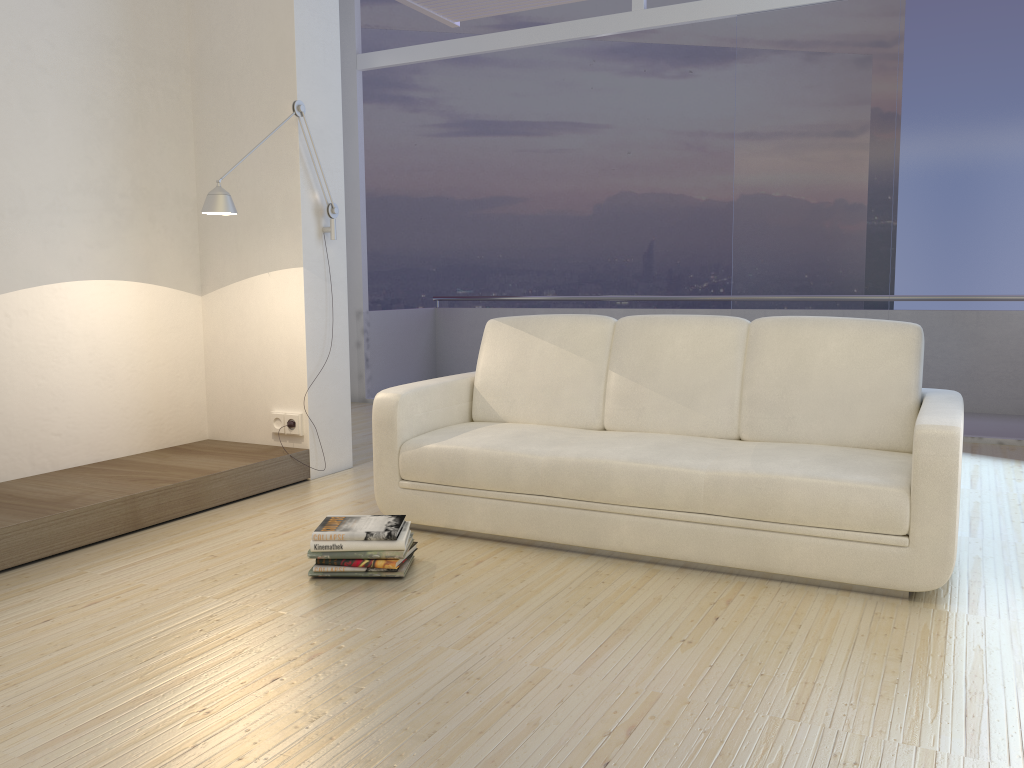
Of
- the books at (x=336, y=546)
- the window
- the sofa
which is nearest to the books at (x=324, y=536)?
the books at (x=336, y=546)

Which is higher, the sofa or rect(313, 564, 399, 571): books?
the sofa

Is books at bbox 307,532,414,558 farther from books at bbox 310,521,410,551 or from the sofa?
the sofa

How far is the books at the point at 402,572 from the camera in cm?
301

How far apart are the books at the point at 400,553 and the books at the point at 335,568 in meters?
→ 0.0

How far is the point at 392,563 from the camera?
2.98m

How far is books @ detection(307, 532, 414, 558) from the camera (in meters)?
3.00

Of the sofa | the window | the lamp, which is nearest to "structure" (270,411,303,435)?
the lamp

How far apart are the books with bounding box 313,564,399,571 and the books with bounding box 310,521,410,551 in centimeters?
7cm

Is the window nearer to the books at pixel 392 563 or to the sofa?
the sofa
